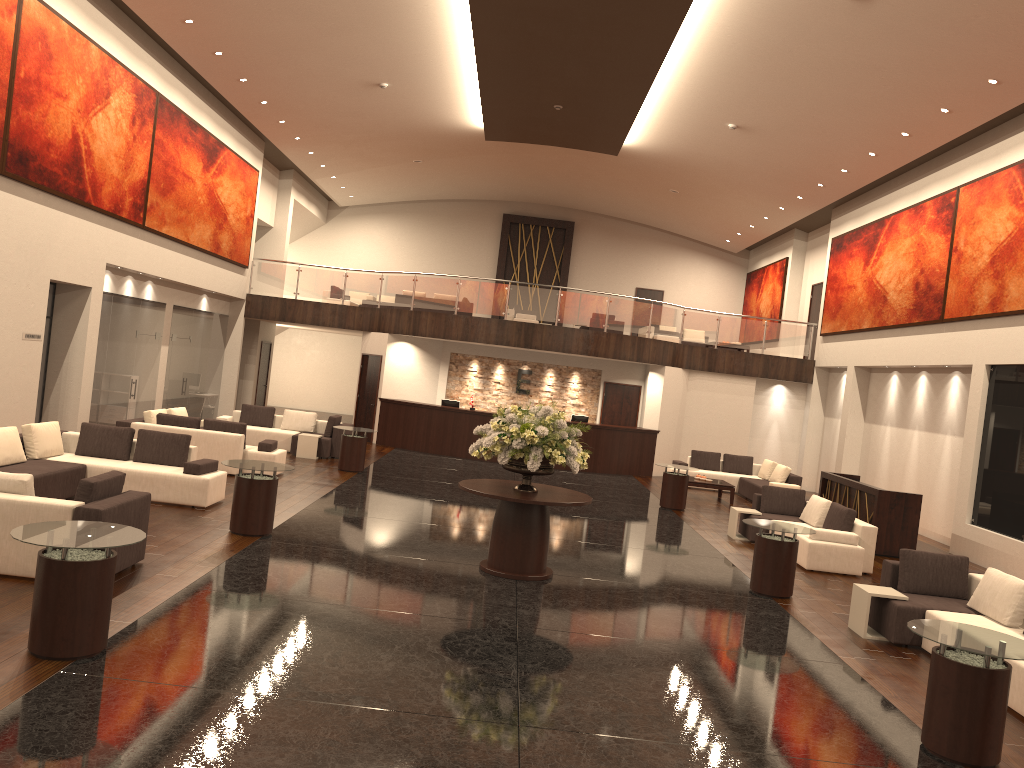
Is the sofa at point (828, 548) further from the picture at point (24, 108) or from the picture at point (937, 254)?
the picture at point (24, 108)

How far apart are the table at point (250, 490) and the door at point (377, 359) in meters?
11.9 m

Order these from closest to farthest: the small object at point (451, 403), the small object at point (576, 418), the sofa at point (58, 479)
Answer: the sofa at point (58, 479) → the small object at point (576, 418) → the small object at point (451, 403)

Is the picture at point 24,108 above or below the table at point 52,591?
above

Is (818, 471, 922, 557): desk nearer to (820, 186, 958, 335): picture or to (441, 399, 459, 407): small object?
(820, 186, 958, 335): picture

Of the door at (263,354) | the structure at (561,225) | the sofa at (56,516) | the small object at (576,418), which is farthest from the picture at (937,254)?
the door at (263,354)

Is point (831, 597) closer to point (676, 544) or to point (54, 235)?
point (676, 544)

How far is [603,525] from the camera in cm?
1383

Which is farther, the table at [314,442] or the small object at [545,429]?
the table at [314,442]

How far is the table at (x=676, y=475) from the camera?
16.5 meters
